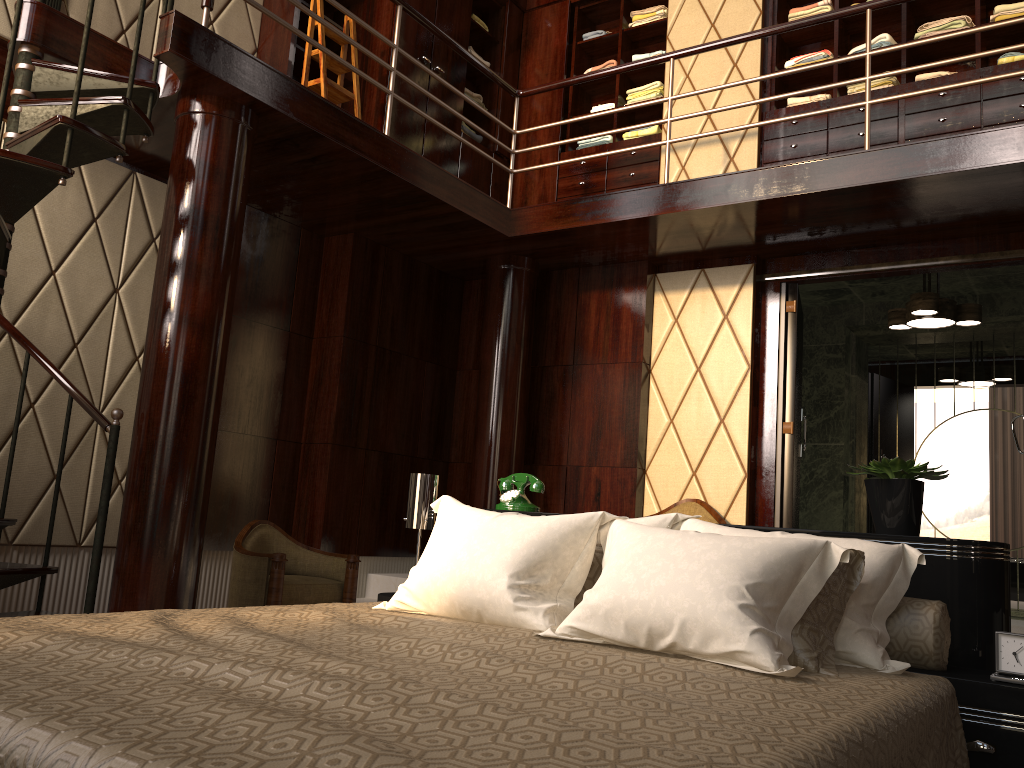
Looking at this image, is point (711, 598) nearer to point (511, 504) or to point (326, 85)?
point (511, 504)

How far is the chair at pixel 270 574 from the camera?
3.8 meters

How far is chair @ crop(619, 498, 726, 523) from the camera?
4.7 meters

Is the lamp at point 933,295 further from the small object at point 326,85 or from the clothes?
the small object at point 326,85

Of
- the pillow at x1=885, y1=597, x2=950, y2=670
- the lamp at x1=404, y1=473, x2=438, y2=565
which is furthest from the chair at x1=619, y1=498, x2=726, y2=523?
the pillow at x1=885, y1=597, x2=950, y2=670

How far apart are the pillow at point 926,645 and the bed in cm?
2

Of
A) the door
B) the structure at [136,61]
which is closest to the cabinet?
the structure at [136,61]

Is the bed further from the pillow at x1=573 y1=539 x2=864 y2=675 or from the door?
the door

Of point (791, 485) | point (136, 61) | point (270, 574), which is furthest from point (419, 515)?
point (791, 485)

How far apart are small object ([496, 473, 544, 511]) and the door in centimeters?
223cm
